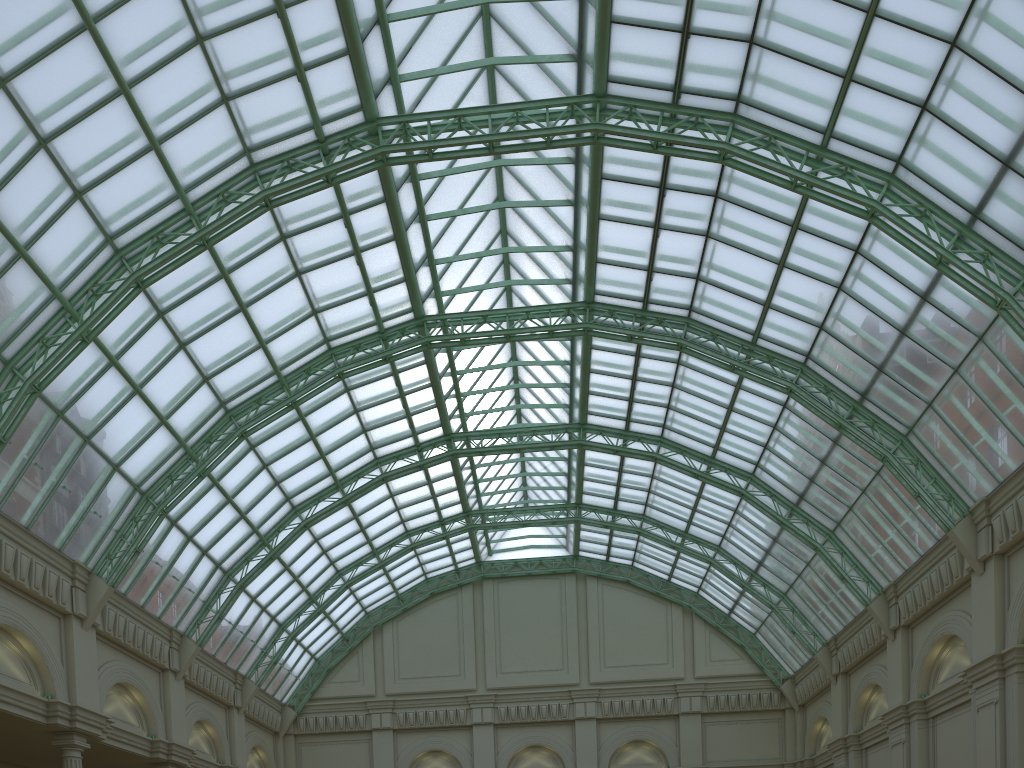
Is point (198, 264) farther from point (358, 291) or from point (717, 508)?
point (717, 508)
